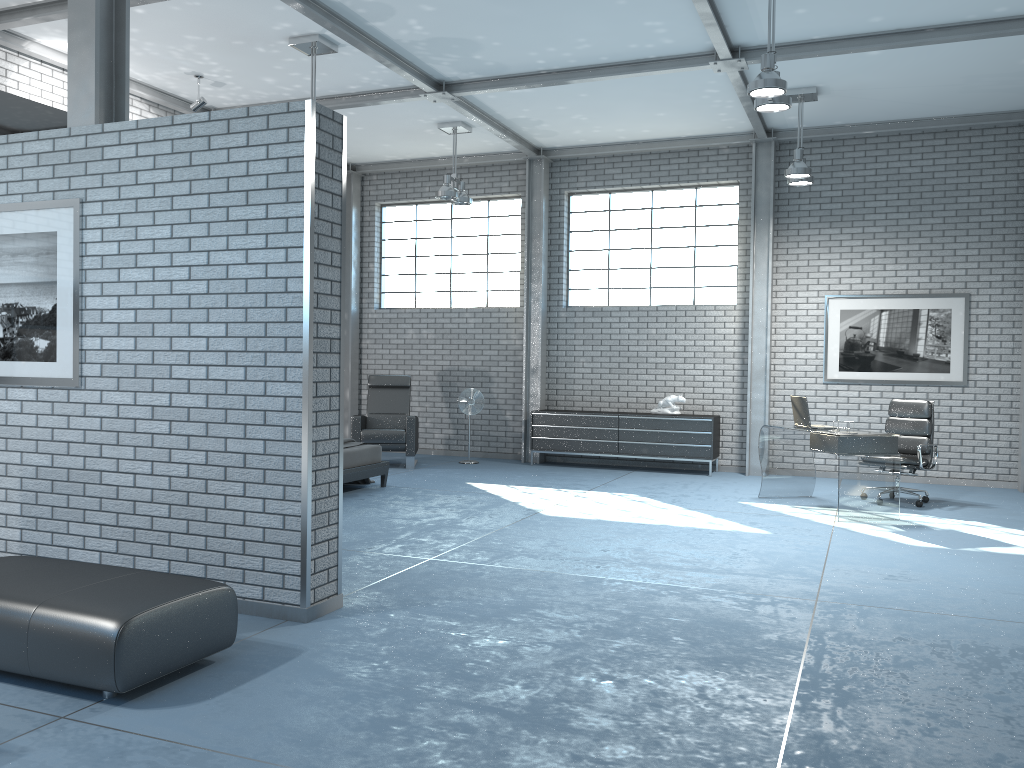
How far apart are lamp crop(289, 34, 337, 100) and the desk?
5.24m

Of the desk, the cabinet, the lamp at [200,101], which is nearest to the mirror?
the lamp at [200,101]

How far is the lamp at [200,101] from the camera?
8.59m

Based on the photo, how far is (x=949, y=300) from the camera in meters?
9.7 m

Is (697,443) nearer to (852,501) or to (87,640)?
(852,501)

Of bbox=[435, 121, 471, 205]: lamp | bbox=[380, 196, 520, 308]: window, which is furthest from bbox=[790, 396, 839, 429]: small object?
bbox=[380, 196, 520, 308]: window

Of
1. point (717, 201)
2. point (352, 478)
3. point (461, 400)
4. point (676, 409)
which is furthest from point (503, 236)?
point (352, 478)

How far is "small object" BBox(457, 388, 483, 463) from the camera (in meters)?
11.08

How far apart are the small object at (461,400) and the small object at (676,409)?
2.23m

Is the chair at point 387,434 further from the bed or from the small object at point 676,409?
the small object at point 676,409
